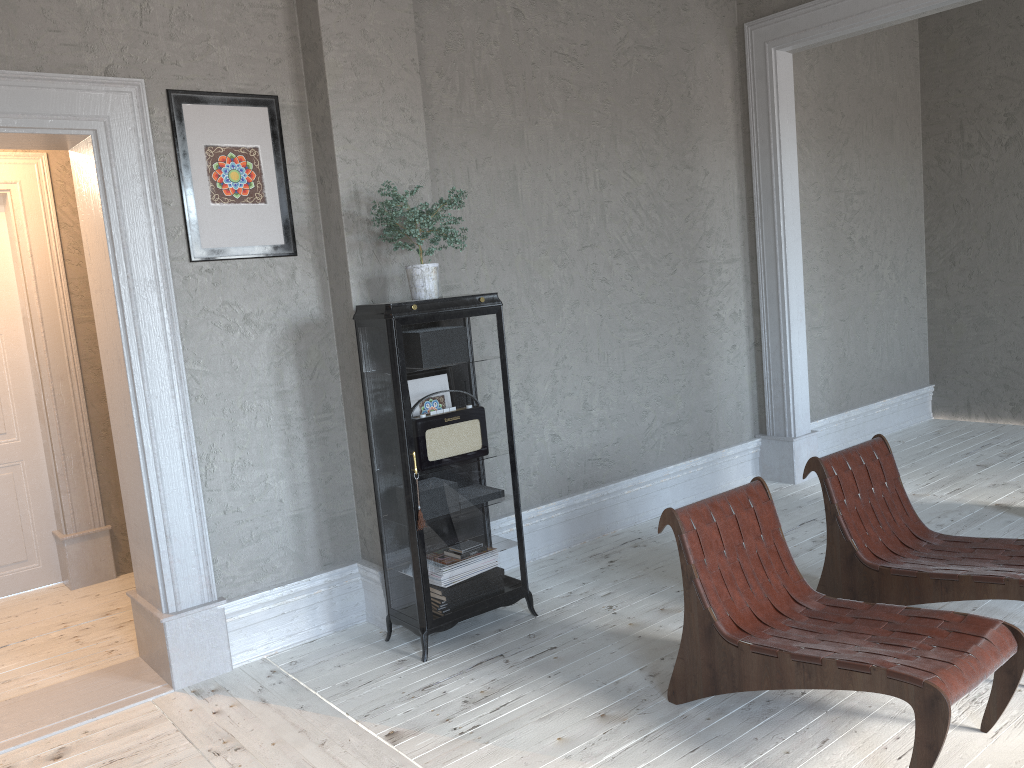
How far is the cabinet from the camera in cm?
357

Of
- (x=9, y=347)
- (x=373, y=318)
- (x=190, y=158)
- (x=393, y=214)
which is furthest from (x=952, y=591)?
(x=9, y=347)

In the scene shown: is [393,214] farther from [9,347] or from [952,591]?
[9,347]

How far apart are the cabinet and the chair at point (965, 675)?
1.0 meters

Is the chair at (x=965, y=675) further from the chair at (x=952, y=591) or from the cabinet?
the cabinet

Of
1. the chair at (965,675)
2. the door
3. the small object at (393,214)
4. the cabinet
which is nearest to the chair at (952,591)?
the chair at (965,675)

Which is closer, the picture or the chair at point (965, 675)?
the chair at point (965, 675)

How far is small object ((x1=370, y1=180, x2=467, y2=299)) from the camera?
3.6 meters

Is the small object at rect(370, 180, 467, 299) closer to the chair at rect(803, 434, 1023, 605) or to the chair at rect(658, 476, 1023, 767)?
the chair at rect(658, 476, 1023, 767)

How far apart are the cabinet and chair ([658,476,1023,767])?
1.0 meters
